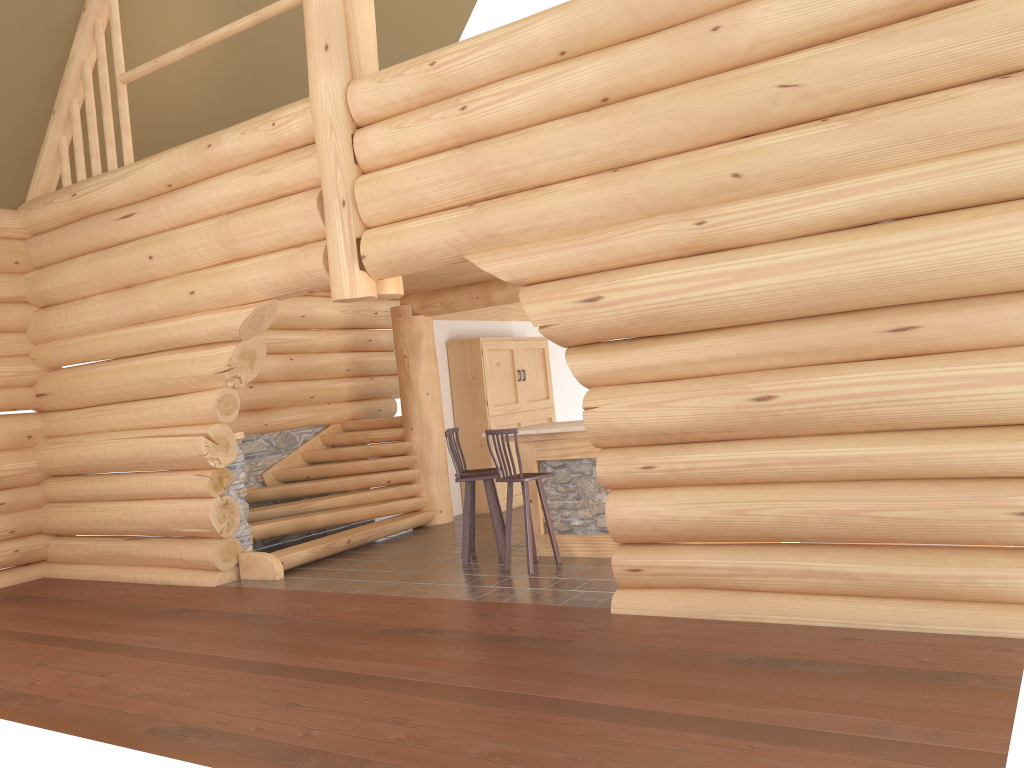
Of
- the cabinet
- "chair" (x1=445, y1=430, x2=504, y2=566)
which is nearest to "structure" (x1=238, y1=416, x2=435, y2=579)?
the cabinet

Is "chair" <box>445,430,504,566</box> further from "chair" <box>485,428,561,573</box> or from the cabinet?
the cabinet

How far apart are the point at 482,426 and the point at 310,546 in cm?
332

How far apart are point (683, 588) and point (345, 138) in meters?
4.7 m

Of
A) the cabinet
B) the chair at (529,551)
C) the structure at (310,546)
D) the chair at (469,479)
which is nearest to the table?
the chair at (529,551)

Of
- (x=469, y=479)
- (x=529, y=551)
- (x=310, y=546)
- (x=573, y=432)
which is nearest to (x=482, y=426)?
(x=310, y=546)

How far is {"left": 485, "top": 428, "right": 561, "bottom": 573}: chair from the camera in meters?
8.0 m

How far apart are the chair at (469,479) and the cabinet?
3.2 meters

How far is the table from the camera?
8.4 meters

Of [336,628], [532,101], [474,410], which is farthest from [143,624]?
[474,410]
